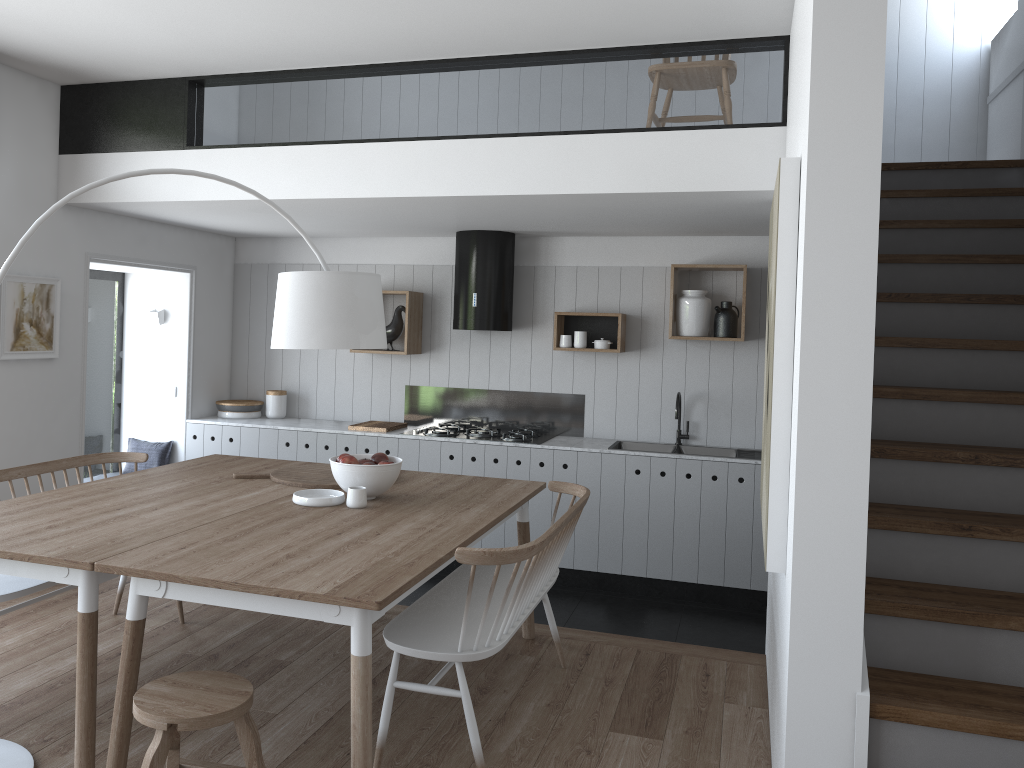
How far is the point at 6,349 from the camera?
4.8 meters

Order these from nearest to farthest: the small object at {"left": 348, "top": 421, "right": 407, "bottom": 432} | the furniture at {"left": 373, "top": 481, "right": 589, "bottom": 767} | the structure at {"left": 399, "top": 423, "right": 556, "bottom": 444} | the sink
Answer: the furniture at {"left": 373, "top": 481, "right": 589, "bottom": 767}
the sink
the structure at {"left": 399, "top": 423, "right": 556, "bottom": 444}
the small object at {"left": 348, "top": 421, "right": 407, "bottom": 432}

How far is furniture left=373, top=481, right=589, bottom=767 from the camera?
2.8m

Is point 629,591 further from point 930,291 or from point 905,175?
point 905,175

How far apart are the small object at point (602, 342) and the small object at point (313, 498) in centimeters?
268cm

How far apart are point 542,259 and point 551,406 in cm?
104

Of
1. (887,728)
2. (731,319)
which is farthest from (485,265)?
(887,728)

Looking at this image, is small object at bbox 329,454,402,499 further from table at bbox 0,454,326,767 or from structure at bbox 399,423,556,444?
structure at bbox 399,423,556,444

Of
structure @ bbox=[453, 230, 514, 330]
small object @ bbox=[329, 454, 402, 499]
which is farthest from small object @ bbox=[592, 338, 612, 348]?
small object @ bbox=[329, 454, 402, 499]

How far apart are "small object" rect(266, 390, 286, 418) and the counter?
0.05m
